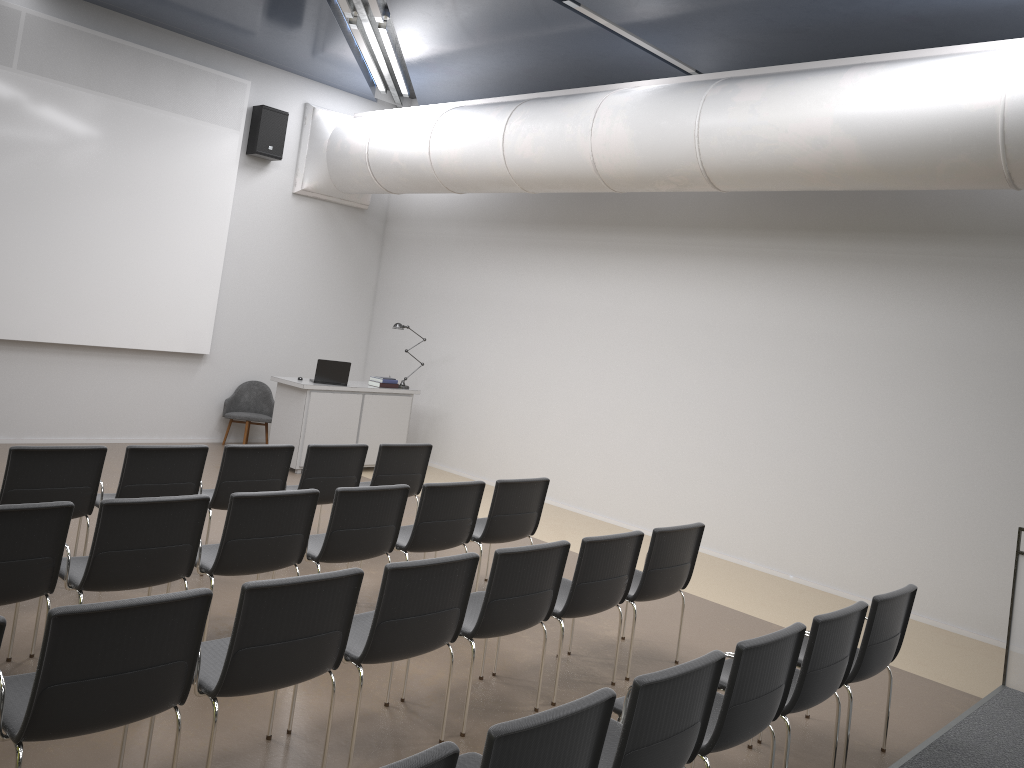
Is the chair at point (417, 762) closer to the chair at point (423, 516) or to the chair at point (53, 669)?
the chair at point (53, 669)

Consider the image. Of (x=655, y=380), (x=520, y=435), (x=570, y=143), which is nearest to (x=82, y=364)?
(x=520, y=435)

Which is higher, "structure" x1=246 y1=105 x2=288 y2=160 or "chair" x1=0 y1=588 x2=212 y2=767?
"structure" x1=246 y1=105 x2=288 y2=160

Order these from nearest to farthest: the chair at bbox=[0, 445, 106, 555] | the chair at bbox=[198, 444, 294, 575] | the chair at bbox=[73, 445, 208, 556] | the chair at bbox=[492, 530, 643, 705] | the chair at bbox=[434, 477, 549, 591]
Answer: the chair at bbox=[492, 530, 643, 705] < the chair at bbox=[0, 445, 106, 555] < the chair at bbox=[73, 445, 208, 556] < the chair at bbox=[198, 444, 294, 575] < the chair at bbox=[434, 477, 549, 591]

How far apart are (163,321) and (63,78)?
2.77m

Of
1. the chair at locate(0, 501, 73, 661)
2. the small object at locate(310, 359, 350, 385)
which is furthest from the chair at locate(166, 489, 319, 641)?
the small object at locate(310, 359, 350, 385)

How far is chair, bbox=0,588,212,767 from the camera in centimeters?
288cm

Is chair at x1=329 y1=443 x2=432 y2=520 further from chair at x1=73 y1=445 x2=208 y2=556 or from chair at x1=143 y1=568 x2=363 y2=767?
chair at x1=143 y1=568 x2=363 y2=767

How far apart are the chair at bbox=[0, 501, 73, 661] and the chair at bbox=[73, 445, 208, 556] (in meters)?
1.50

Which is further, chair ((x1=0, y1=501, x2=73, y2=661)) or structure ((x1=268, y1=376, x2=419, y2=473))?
structure ((x1=268, y1=376, x2=419, y2=473))
